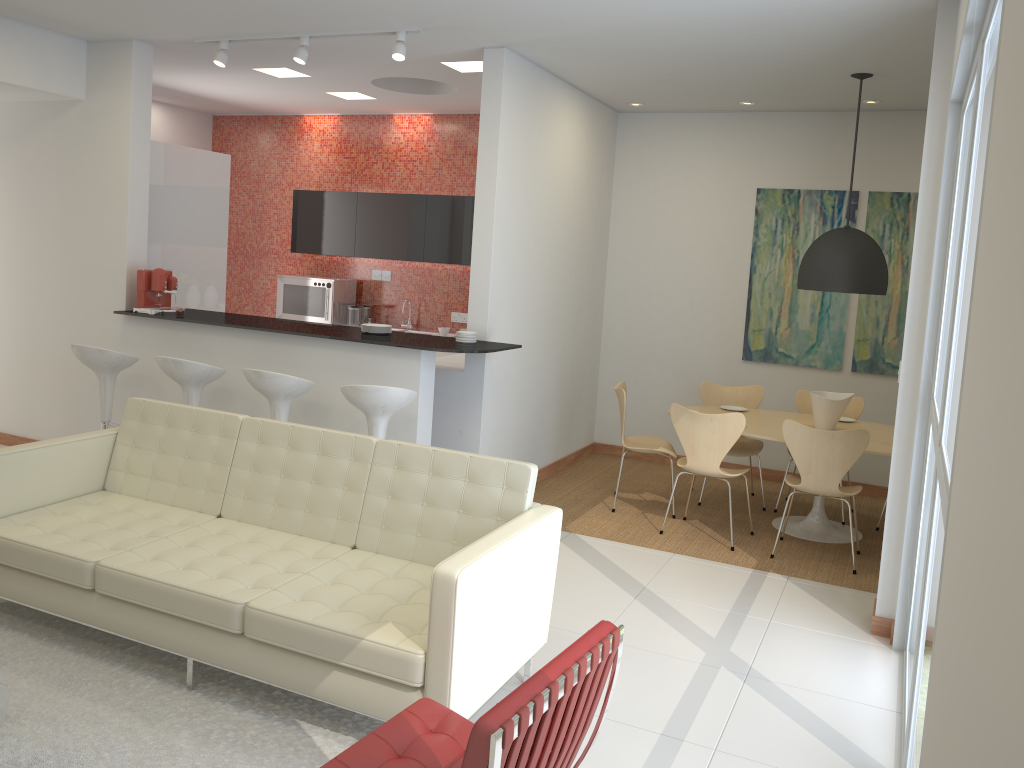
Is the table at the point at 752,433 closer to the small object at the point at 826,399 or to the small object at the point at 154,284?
the small object at the point at 826,399

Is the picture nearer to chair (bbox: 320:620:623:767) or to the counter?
the counter

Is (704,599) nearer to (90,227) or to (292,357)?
(292,357)

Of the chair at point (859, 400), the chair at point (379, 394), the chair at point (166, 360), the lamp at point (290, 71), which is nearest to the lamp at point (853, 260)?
the chair at point (859, 400)

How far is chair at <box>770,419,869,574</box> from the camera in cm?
544

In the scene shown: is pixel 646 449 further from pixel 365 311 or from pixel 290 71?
pixel 290 71

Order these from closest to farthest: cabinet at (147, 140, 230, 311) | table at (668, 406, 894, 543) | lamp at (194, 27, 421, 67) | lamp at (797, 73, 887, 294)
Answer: lamp at (194, 27, 421, 67), lamp at (797, 73, 887, 294), table at (668, 406, 894, 543), cabinet at (147, 140, 230, 311)

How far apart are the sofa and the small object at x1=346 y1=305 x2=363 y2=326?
4.4 meters

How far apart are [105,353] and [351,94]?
3.5m

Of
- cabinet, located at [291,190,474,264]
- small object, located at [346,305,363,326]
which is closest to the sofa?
cabinet, located at [291,190,474,264]
